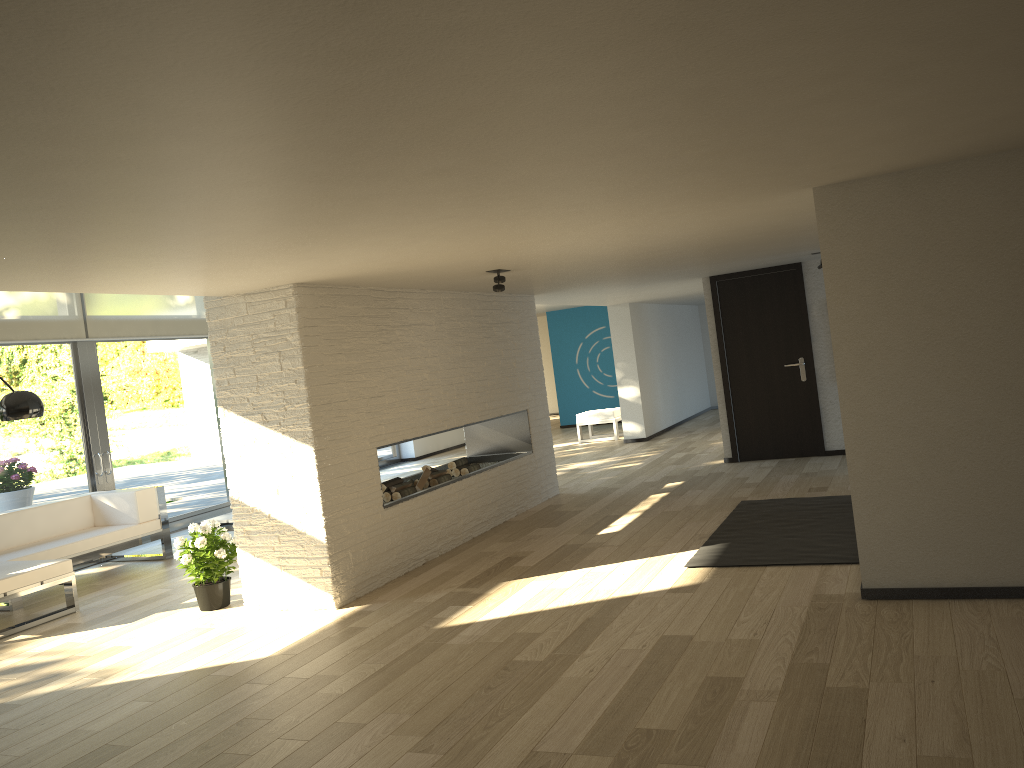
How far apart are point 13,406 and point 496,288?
3.3m

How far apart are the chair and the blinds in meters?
5.6 m

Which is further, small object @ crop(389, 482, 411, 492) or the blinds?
the blinds

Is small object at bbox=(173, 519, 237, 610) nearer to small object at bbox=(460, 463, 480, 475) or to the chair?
small object at bbox=(460, 463, 480, 475)

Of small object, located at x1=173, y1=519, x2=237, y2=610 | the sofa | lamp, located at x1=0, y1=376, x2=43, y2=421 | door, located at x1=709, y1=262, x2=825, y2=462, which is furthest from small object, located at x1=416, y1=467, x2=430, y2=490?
door, located at x1=709, y1=262, x2=825, y2=462

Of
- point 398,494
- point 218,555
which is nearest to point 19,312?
point 218,555

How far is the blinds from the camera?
8.0 meters

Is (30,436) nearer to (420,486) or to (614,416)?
(420,486)

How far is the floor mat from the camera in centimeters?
513cm

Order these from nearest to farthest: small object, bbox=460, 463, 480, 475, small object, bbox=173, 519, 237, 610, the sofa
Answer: small object, bbox=173, 519, 237, 610 → the sofa → small object, bbox=460, 463, 480, 475
